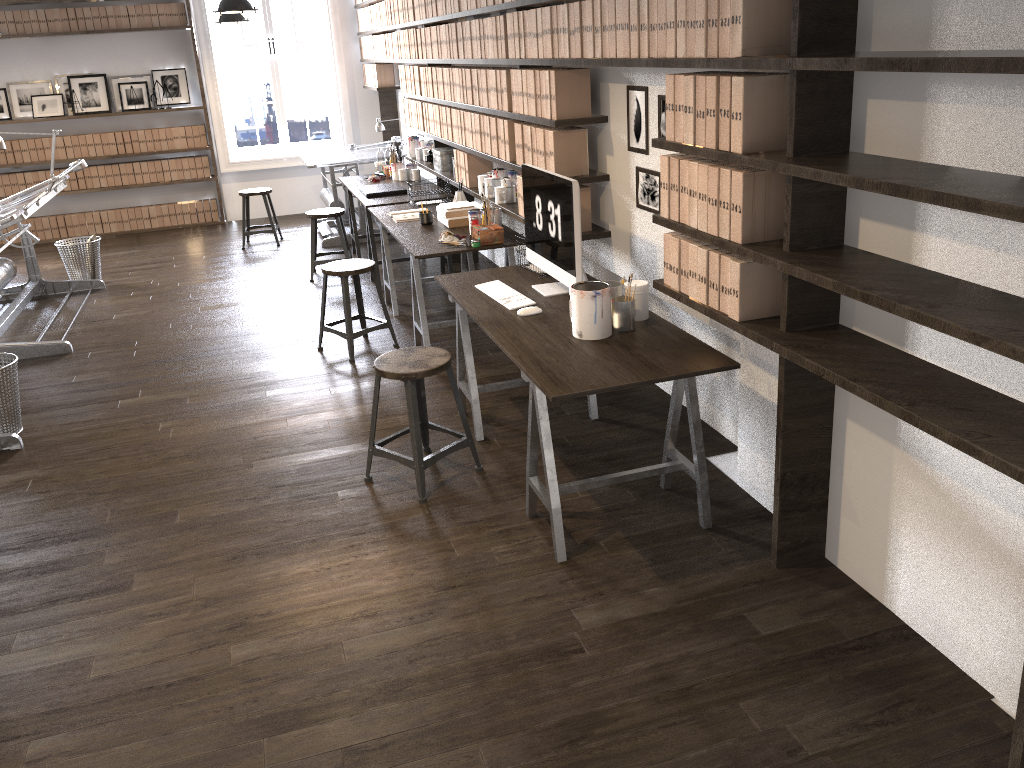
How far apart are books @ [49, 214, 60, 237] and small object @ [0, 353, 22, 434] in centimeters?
553cm

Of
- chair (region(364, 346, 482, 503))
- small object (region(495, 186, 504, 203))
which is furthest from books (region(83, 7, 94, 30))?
chair (region(364, 346, 482, 503))

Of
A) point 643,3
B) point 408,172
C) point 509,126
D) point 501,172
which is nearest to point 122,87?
point 408,172

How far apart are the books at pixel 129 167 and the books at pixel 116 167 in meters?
0.1 m

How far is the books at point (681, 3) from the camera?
2.8m

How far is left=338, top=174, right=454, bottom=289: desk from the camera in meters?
6.3

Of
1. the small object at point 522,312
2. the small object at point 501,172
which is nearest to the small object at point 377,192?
the small object at point 501,172

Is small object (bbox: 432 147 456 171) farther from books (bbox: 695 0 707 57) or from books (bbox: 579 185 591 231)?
books (bbox: 695 0 707 57)

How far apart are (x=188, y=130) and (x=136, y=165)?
0.7 meters

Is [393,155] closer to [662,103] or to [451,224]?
[451,224]
